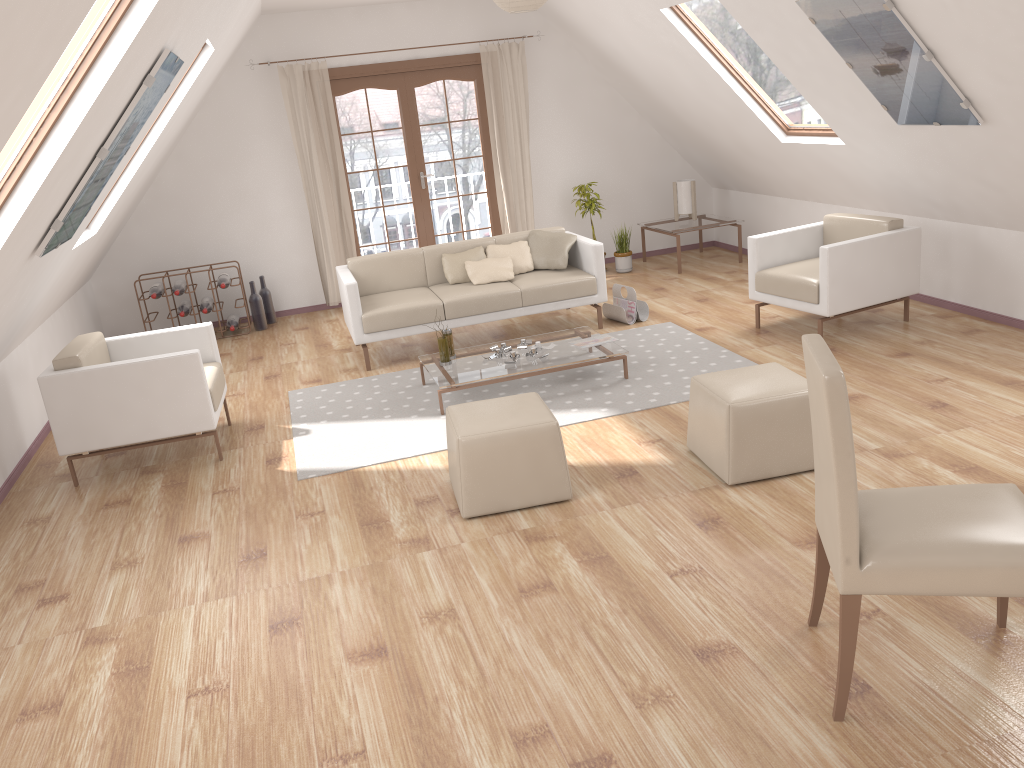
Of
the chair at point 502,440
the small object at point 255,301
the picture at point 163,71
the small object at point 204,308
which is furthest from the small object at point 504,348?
the small object at point 204,308

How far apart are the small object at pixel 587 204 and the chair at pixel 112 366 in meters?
4.2

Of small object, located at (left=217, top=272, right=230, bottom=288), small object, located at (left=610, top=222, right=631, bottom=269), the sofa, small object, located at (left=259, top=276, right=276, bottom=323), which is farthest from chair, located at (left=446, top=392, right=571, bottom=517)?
small object, located at (left=610, top=222, right=631, bottom=269)

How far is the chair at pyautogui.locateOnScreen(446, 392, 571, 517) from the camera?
3.8 meters

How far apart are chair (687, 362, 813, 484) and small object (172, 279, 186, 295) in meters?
4.9 m

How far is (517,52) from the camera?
8.1 meters

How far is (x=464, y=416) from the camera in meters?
4.0 m

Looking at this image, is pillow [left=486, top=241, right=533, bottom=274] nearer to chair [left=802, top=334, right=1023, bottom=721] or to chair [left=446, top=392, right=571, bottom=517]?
chair [left=446, top=392, right=571, bottom=517]

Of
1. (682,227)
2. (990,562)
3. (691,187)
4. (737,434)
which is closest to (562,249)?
(682,227)

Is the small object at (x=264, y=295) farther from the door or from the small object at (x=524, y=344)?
the small object at (x=524, y=344)
